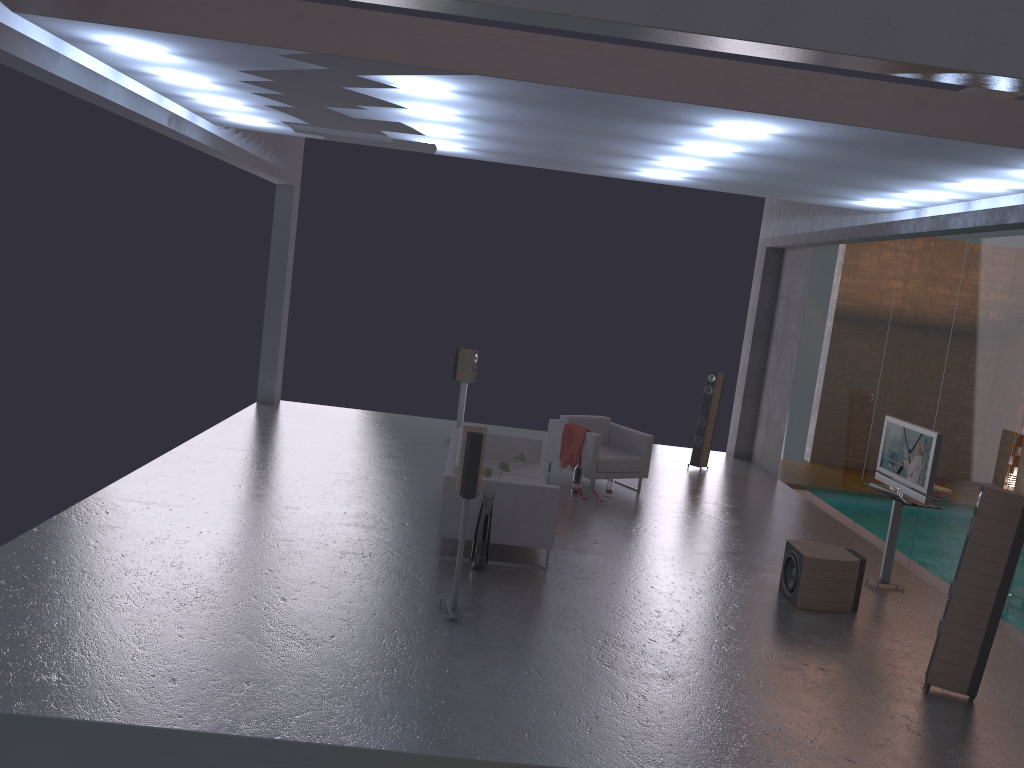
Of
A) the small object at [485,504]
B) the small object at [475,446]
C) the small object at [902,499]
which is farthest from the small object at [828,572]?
the small object at [475,446]

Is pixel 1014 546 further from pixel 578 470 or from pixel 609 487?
pixel 578 470

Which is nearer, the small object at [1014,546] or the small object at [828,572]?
the small object at [1014,546]

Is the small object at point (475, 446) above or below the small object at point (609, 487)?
above

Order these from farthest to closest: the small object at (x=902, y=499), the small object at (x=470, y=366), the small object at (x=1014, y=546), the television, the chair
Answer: the small object at (x=470, y=366) → the chair → the small object at (x=902, y=499) → the television → the small object at (x=1014, y=546)

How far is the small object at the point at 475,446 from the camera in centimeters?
613cm

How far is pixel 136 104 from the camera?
7.5m

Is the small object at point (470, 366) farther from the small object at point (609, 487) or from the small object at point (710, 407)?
the small object at point (710, 407)

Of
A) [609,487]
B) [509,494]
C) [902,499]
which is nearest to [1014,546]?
[902,499]

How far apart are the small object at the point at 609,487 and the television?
3.1 meters
